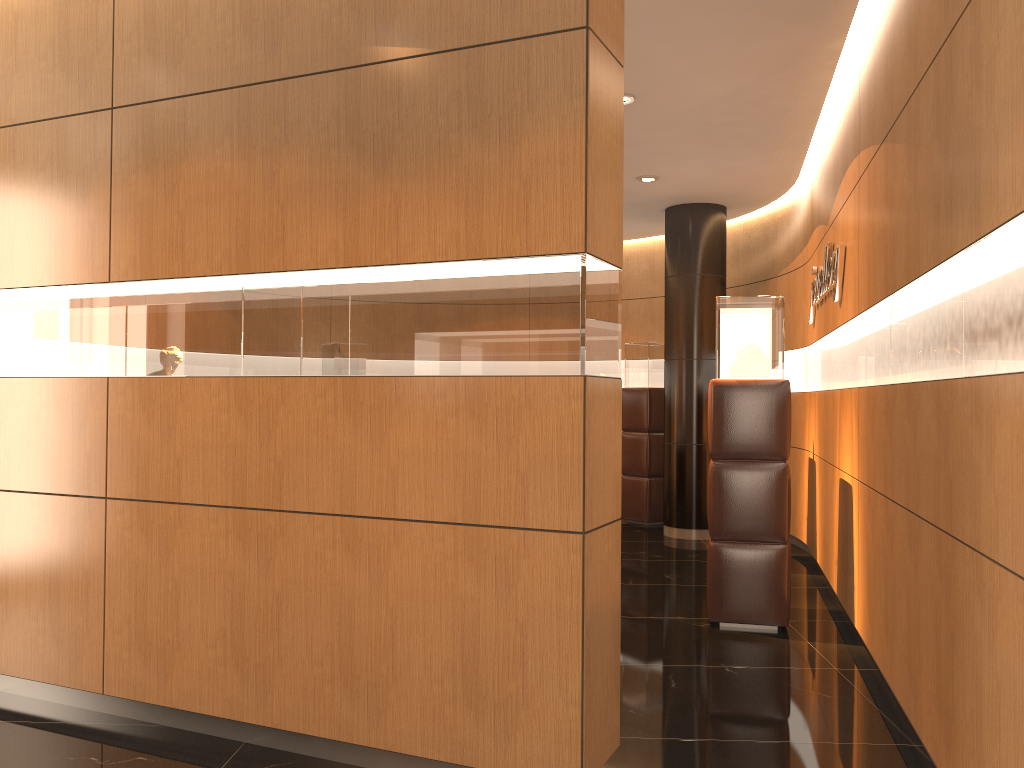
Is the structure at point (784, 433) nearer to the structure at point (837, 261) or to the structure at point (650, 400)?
the structure at point (837, 261)

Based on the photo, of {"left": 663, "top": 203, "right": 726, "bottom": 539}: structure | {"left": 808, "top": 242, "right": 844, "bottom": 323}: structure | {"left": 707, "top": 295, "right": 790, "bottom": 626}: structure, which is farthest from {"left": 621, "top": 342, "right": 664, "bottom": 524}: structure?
{"left": 707, "top": 295, "right": 790, "bottom": 626}: structure

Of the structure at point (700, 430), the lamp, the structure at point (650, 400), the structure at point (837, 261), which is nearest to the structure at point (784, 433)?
the structure at point (837, 261)

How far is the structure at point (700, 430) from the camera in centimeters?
869cm

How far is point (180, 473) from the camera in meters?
3.6 m

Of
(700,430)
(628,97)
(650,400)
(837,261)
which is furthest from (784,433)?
(650,400)

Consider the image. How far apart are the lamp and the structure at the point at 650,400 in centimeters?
422cm

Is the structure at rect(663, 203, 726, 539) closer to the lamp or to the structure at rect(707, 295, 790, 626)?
→ the lamp

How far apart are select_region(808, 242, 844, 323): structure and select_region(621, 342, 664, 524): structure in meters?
2.8

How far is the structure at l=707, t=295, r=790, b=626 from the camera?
5.2m
